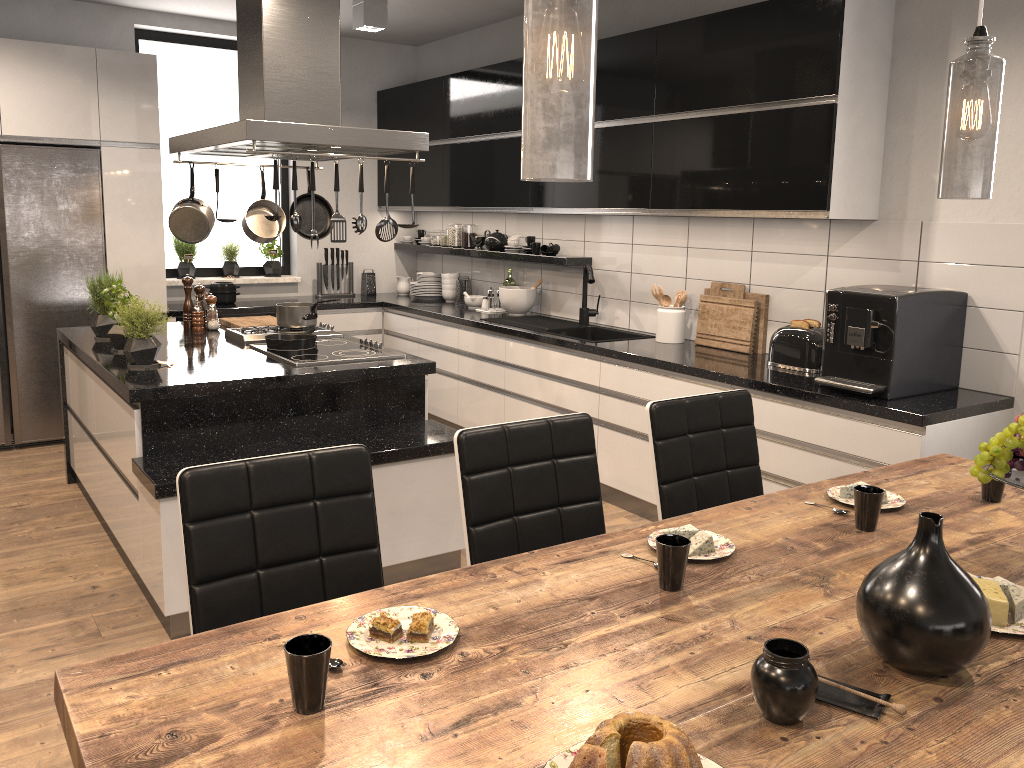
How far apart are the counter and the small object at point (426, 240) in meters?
0.1 m

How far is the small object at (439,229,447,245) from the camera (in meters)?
6.61

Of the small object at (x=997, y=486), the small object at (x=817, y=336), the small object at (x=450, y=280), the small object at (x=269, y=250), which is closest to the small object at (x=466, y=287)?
the small object at (x=450, y=280)

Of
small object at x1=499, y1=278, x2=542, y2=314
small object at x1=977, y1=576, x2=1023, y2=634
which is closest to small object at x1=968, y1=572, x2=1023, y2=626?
small object at x1=977, y1=576, x2=1023, y2=634

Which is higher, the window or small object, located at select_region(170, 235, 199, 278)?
the window

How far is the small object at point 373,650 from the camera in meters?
1.4 m

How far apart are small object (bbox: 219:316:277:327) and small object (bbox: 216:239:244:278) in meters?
1.7

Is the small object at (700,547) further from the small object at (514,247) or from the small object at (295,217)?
the small object at (514,247)

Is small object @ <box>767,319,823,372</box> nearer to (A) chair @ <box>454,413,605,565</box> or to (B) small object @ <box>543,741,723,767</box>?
(A) chair @ <box>454,413,605,565</box>

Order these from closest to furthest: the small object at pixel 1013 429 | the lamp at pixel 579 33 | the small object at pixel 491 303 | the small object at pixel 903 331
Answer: the lamp at pixel 579 33 → the small object at pixel 1013 429 → the small object at pixel 903 331 → the small object at pixel 491 303
